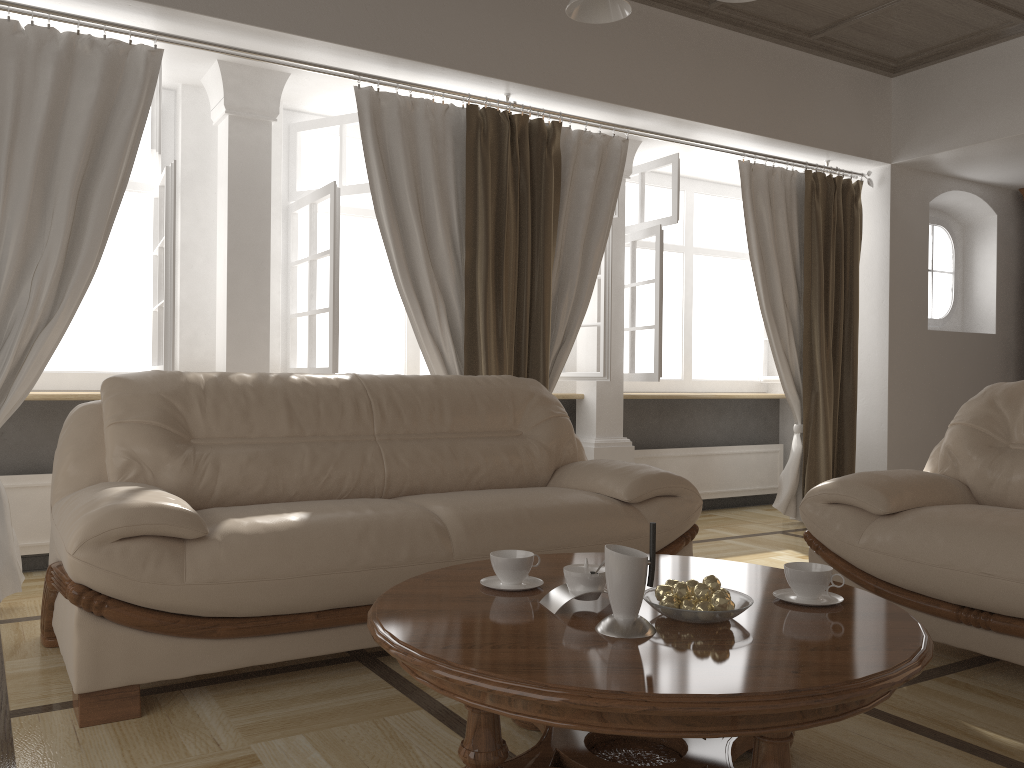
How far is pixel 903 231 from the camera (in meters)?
5.80

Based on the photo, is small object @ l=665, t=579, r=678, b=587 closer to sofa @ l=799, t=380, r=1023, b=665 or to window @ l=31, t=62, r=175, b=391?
sofa @ l=799, t=380, r=1023, b=665

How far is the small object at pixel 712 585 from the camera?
1.8 meters

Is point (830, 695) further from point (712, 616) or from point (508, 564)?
point (508, 564)

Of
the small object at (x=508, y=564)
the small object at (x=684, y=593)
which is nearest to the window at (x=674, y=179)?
the small object at (x=508, y=564)

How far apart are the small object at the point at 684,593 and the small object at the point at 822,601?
0.3m

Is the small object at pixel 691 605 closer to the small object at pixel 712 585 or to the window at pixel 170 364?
the small object at pixel 712 585

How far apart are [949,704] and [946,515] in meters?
0.6

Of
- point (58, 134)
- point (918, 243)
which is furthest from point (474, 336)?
point (918, 243)

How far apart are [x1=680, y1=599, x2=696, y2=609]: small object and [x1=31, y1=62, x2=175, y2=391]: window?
2.71m
